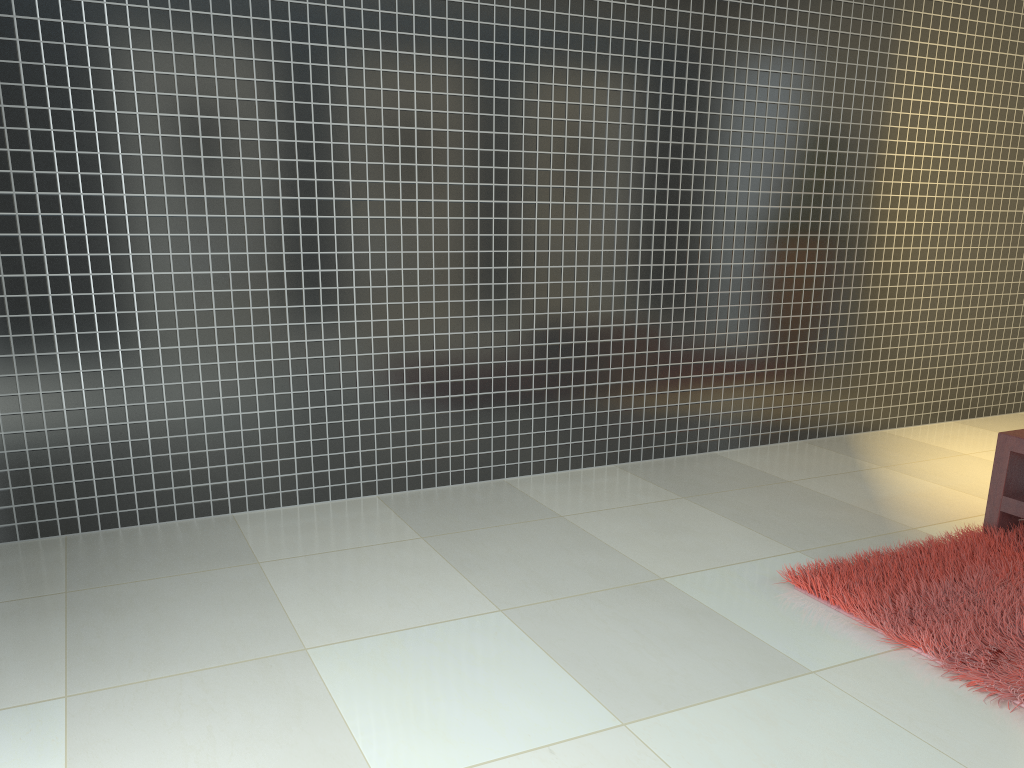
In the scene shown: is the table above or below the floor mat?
above

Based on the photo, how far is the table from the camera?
3.4 meters

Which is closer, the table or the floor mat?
the floor mat

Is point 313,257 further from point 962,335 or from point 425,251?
point 962,335

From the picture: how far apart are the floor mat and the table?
0.0 meters

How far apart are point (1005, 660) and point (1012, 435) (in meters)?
1.16

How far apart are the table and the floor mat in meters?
0.0

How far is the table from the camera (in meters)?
3.39

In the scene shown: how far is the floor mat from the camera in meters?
2.5

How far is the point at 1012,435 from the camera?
3.4m
